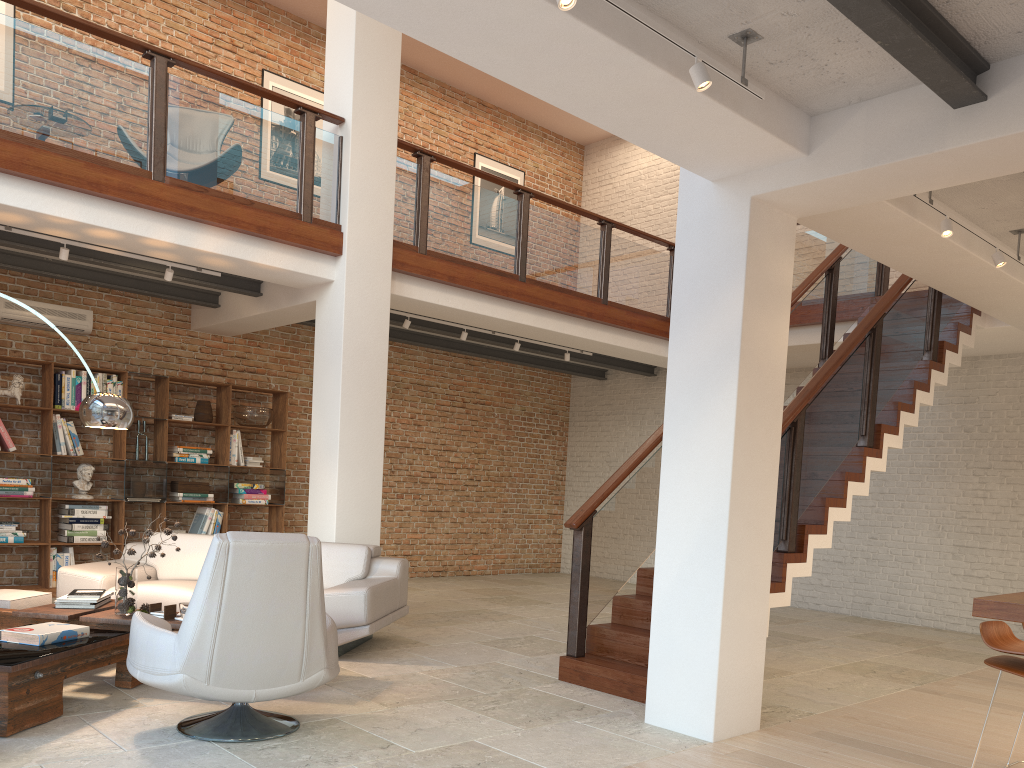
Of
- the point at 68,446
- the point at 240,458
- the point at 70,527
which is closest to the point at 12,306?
the point at 68,446

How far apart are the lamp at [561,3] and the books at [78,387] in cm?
704

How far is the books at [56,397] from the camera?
8.2 meters

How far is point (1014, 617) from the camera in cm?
320

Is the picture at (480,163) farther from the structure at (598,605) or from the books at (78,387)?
the books at (78,387)

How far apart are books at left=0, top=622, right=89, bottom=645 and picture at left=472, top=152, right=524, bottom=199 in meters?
9.0

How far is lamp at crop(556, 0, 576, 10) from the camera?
2.9m

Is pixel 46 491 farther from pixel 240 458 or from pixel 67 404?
pixel 240 458

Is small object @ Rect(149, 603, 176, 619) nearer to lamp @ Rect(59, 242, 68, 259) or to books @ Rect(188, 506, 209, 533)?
lamp @ Rect(59, 242, 68, 259)

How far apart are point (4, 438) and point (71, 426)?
0.6 meters
